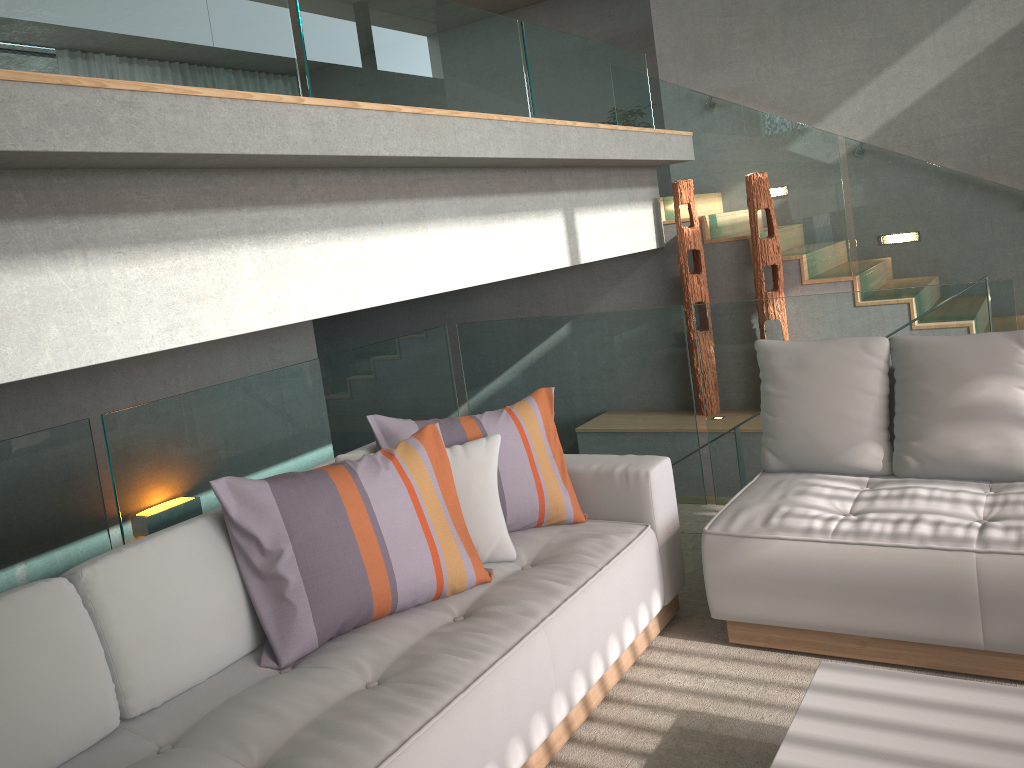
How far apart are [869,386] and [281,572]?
2.1m

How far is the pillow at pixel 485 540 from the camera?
2.8 meters

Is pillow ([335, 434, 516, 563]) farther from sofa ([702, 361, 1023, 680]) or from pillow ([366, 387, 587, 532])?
sofa ([702, 361, 1023, 680])

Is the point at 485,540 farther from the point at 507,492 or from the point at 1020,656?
the point at 1020,656

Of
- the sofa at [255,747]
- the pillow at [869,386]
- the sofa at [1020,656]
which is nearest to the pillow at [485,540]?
the sofa at [255,747]

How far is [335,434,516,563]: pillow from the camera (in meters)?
2.81

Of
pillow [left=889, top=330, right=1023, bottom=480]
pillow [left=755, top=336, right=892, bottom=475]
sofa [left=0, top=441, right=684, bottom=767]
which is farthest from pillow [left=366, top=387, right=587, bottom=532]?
pillow [left=889, top=330, right=1023, bottom=480]

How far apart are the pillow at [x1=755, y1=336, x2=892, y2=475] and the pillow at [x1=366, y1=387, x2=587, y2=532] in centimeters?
78cm

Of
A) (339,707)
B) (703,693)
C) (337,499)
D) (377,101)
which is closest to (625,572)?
(703,693)

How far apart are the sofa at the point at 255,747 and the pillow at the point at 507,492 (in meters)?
0.02
